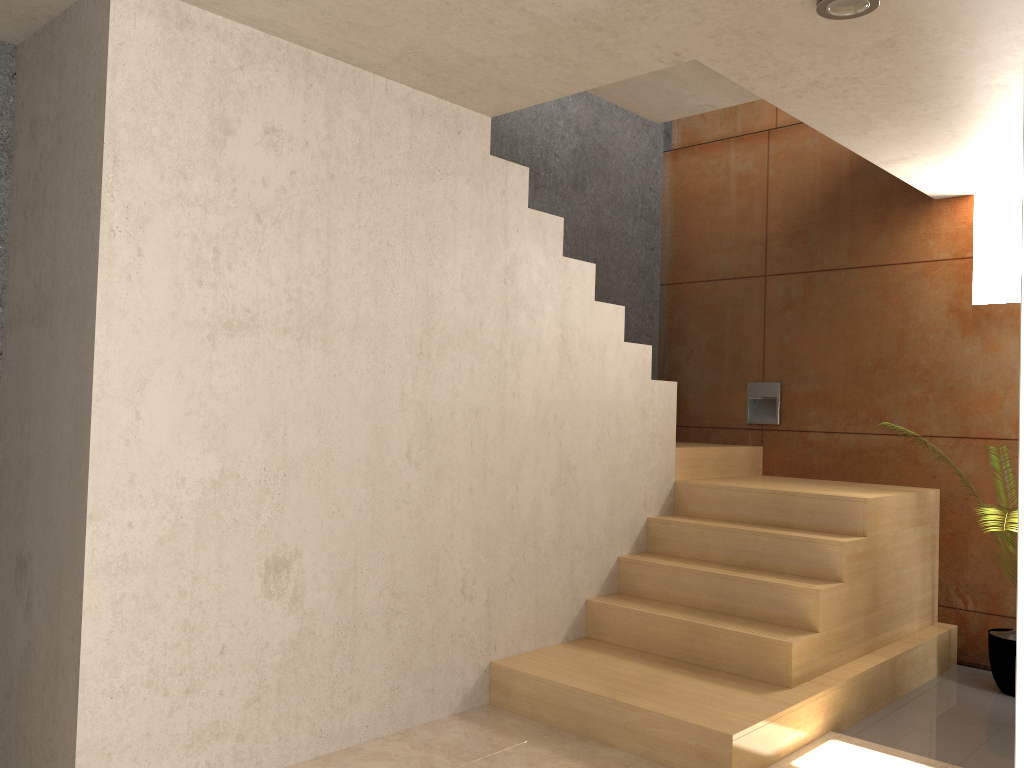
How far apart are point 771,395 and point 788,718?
2.58m

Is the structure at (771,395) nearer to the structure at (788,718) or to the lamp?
the structure at (788,718)

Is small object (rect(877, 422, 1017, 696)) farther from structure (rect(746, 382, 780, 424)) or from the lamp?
the lamp

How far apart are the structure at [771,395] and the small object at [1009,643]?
1.7m

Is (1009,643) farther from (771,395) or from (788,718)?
(771,395)

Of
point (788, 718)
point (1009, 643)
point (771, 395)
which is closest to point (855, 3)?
point (788, 718)

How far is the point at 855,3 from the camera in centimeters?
258cm

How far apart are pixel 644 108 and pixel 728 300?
1.7m

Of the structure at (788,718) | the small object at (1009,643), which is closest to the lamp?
the structure at (788,718)

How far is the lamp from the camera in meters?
2.6
